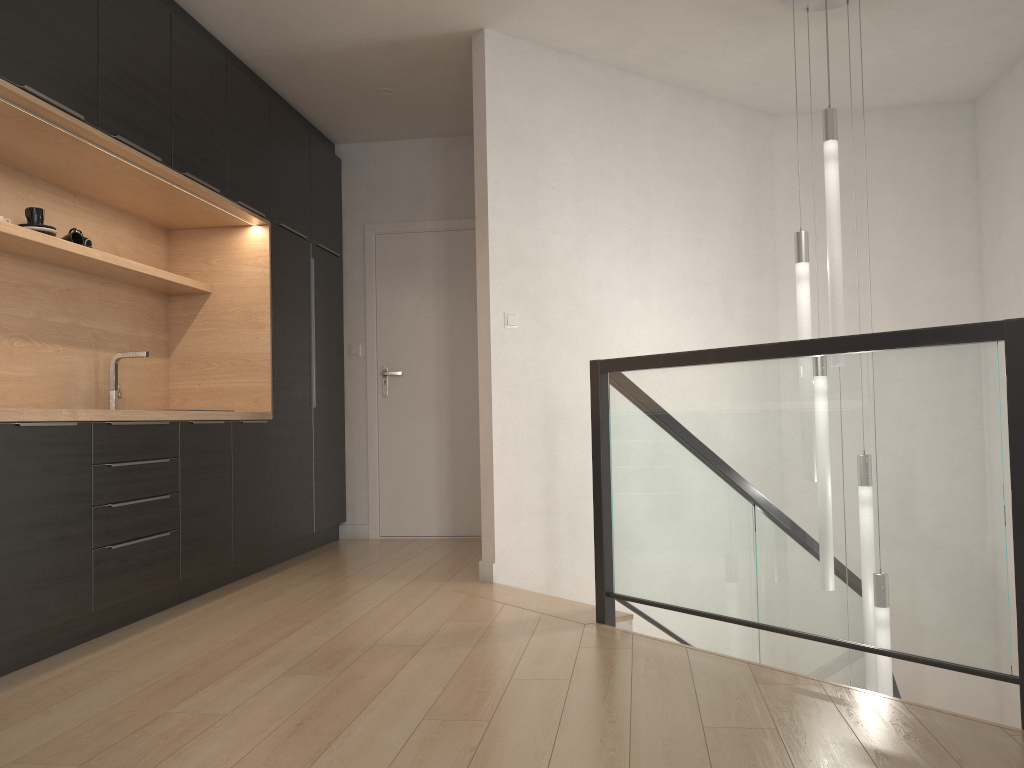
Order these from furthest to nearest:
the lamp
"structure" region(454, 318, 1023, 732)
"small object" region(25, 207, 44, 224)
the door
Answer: the door → the lamp → "small object" region(25, 207, 44, 224) → "structure" region(454, 318, 1023, 732)

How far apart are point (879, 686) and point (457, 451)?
3.0 meters

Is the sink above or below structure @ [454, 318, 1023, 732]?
above

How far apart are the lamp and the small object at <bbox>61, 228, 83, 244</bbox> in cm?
316

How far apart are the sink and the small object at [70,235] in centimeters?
59cm

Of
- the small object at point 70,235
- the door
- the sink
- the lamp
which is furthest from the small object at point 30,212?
the lamp

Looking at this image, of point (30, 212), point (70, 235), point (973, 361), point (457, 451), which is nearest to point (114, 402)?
point (70, 235)

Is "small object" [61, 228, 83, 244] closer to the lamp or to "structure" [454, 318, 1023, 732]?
"structure" [454, 318, 1023, 732]

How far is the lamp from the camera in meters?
3.8 m

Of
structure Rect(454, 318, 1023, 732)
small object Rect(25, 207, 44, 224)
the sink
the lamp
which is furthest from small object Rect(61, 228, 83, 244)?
the lamp
